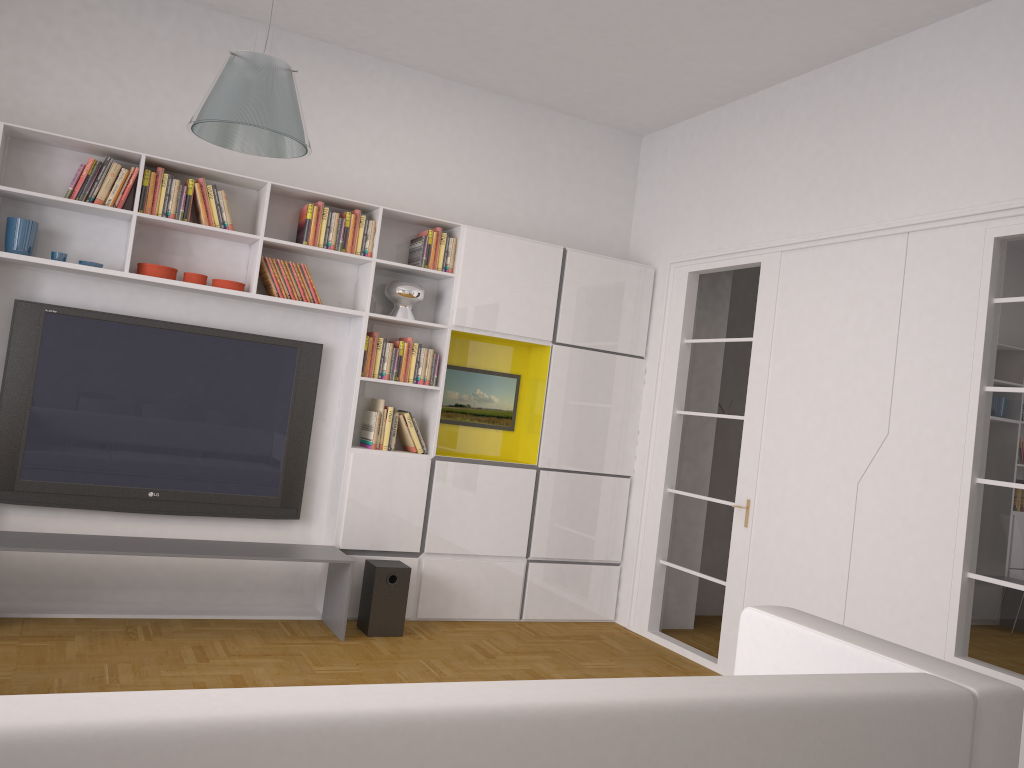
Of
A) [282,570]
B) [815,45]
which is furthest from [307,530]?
[815,45]

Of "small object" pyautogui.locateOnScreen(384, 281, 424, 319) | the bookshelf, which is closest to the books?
the bookshelf

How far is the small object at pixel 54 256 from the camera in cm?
466

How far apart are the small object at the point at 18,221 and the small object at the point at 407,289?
1.94m

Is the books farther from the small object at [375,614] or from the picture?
the small object at [375,614]

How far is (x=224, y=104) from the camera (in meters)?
3.19

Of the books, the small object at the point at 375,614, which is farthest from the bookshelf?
the small object at the point at 375,614

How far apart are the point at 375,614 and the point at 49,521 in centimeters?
185cm

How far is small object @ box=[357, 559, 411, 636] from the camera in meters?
5.0

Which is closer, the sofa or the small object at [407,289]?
the sofa
